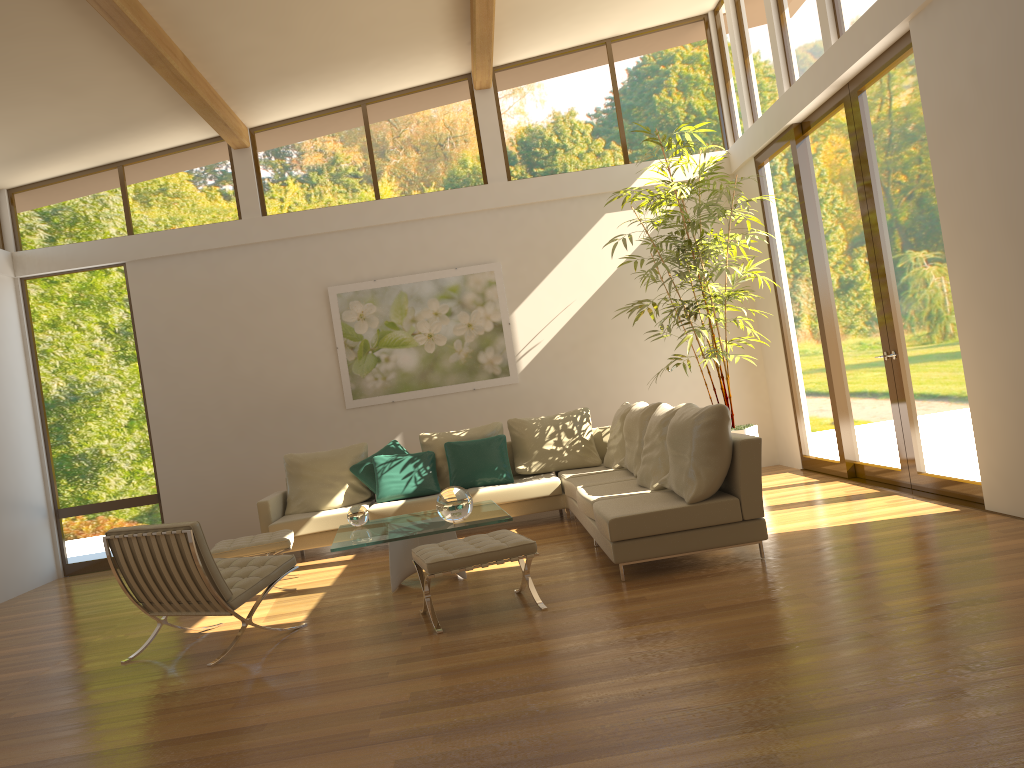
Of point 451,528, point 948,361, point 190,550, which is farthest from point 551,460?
point 190,550

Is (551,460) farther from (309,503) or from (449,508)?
(449,508)

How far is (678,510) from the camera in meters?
5.1 m

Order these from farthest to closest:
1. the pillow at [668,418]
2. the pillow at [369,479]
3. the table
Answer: the pillow at [369,479]
the pillow at [668,418]
the table

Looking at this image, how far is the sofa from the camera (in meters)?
5.15

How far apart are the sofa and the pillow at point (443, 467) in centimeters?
46cm

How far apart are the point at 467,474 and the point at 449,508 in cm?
236

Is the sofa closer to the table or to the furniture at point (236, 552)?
the table

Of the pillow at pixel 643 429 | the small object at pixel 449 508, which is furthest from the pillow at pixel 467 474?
the small object at pixel 449 508

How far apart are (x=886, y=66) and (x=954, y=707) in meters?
4.8
